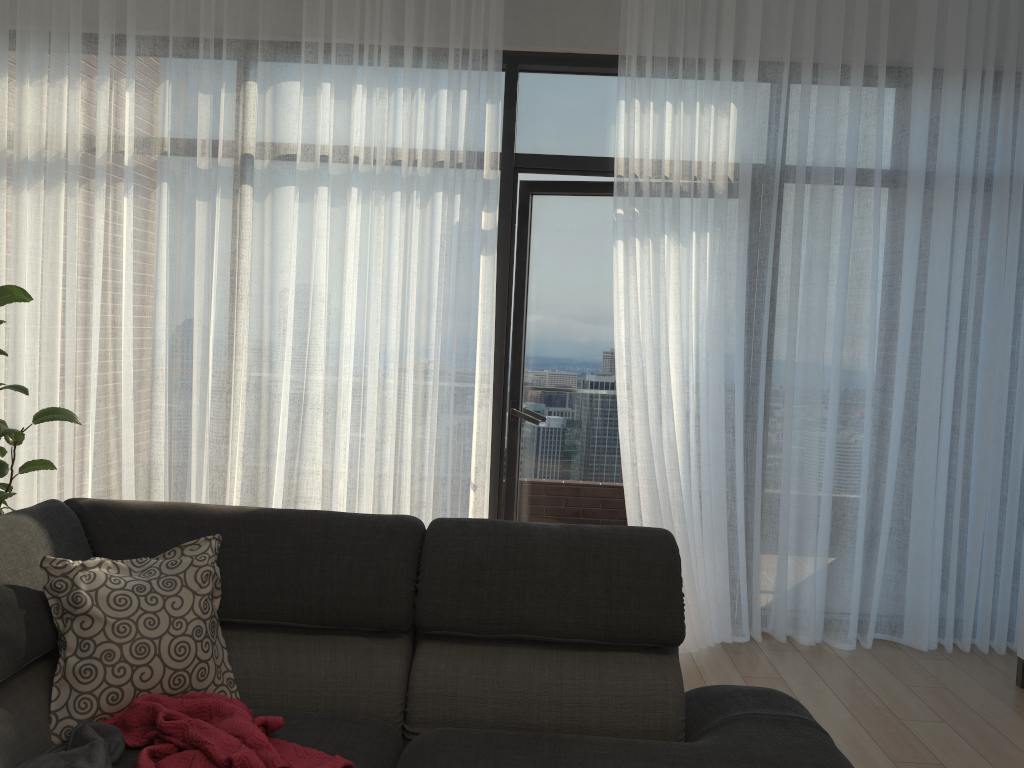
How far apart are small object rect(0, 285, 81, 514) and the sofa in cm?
141

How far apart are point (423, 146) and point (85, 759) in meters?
2.7

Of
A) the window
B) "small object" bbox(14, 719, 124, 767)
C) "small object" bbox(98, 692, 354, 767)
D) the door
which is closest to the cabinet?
the door

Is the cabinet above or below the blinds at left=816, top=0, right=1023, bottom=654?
below

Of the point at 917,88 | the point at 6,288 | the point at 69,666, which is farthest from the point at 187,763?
the point at 917,88

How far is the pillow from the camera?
1.81m

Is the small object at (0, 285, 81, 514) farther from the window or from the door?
the door

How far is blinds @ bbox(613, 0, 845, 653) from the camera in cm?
359

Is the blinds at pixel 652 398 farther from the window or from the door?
the door

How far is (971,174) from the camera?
3.65m
